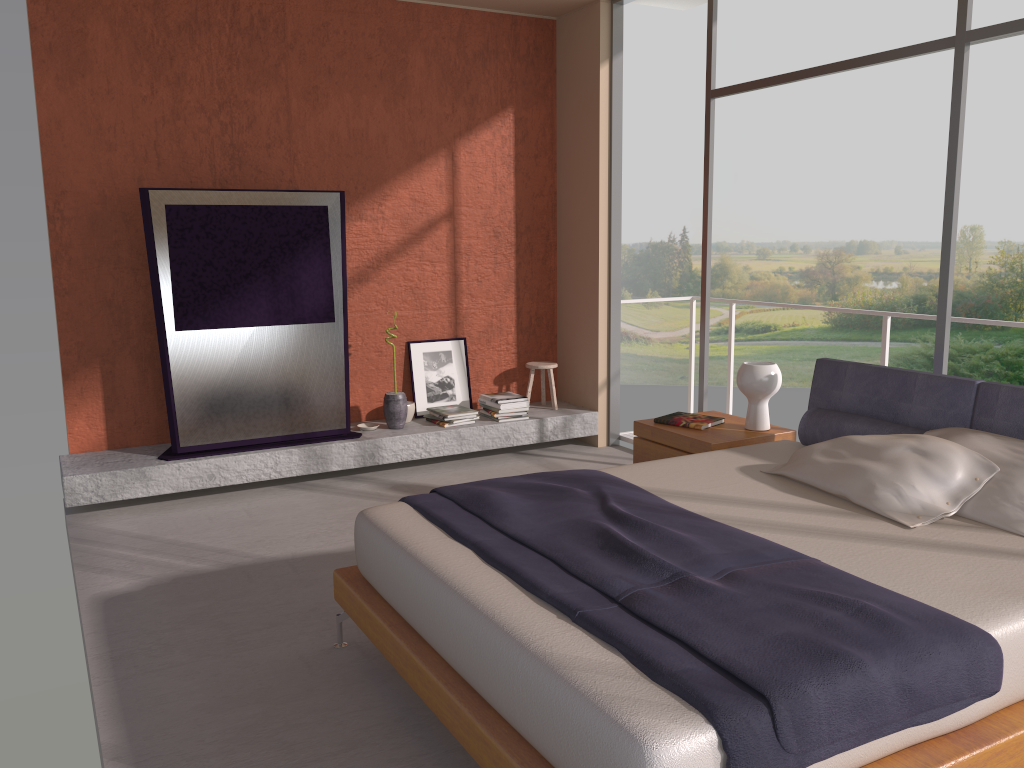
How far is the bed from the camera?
1.9m

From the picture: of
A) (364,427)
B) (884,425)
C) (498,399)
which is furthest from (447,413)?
(884,425)

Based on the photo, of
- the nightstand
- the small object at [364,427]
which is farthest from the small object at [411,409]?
the nightstand

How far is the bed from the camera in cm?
192

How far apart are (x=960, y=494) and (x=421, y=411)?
4.0 meters

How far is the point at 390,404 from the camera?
5.96m

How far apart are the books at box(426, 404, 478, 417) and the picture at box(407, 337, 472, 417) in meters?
0.2 m

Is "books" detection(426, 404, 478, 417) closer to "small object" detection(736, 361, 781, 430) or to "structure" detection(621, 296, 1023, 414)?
"structure" detection(621, 296, 1023, 414)

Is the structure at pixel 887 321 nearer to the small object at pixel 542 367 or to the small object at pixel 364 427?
the small object at pixel 542 367

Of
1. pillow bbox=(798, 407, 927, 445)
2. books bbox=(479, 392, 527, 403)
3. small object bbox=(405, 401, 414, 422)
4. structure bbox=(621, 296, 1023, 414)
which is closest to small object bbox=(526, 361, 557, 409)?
books bbox=(479, 392, 527, 403)
